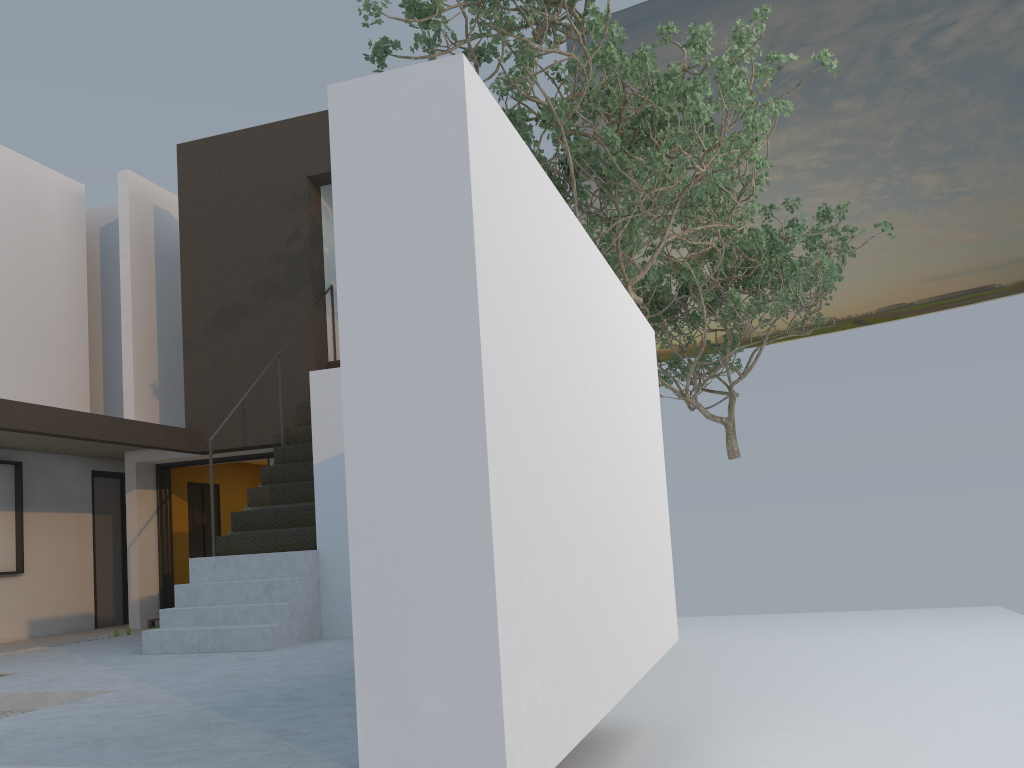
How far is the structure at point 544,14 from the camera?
7.24m

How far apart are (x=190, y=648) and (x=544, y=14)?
5.7 meters

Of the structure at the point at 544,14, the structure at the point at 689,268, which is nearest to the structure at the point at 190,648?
the structure at the point at 544,14

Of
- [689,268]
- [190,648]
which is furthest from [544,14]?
[689,268]

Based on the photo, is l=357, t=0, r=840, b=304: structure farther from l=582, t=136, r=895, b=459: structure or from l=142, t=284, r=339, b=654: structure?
l=142, t=284, r=339, b=654: structure

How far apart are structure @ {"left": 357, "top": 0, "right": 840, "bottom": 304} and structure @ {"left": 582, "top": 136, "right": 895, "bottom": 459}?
0.78m

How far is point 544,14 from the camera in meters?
7.2 m

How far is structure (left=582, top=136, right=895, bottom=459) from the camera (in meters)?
13.21

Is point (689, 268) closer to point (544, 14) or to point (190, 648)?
point (544, 14)

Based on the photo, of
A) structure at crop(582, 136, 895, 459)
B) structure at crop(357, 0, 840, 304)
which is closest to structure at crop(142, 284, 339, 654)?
structure at crop(357, 0, 840, 304)
